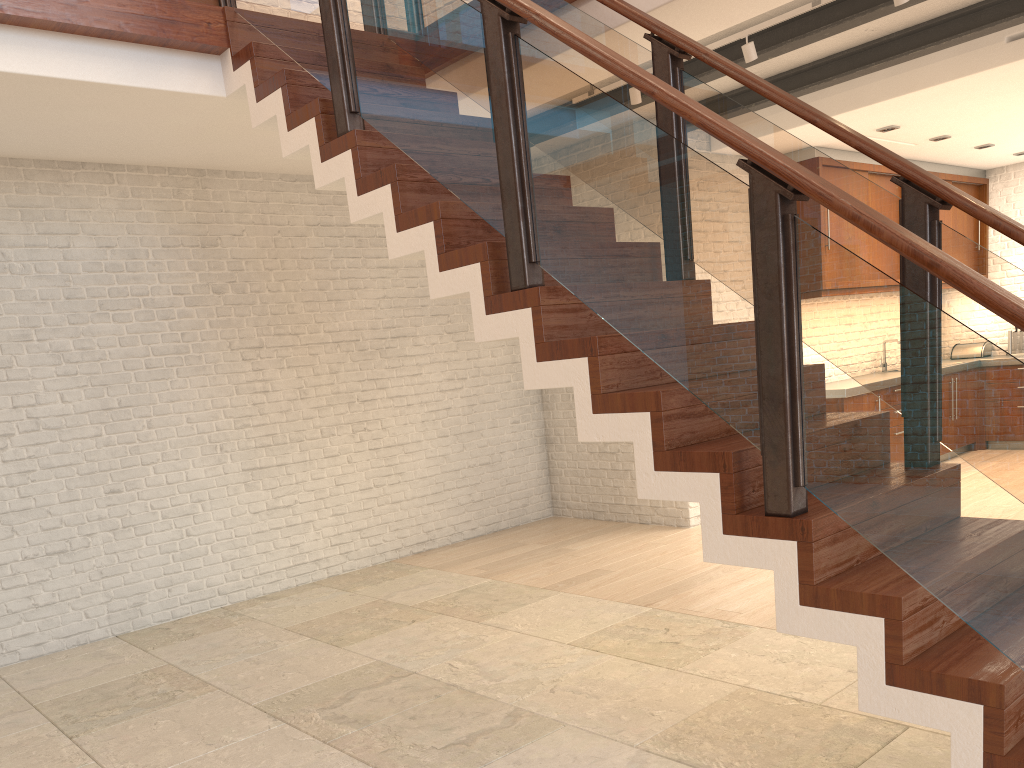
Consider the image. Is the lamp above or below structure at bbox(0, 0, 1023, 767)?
above

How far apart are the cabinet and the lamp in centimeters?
305cm

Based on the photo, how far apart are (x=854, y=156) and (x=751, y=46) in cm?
351

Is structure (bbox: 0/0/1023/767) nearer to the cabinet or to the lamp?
the lamp

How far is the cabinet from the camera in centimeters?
759cm

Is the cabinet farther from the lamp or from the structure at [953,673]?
the structure at [953,673]

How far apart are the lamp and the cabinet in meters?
3.0

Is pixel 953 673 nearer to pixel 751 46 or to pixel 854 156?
pixel 751 46

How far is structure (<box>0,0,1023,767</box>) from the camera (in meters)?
2.16

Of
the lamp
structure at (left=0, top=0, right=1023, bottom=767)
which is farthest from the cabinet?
structure at (left=0, top=0, right=1023, bottom=767)
